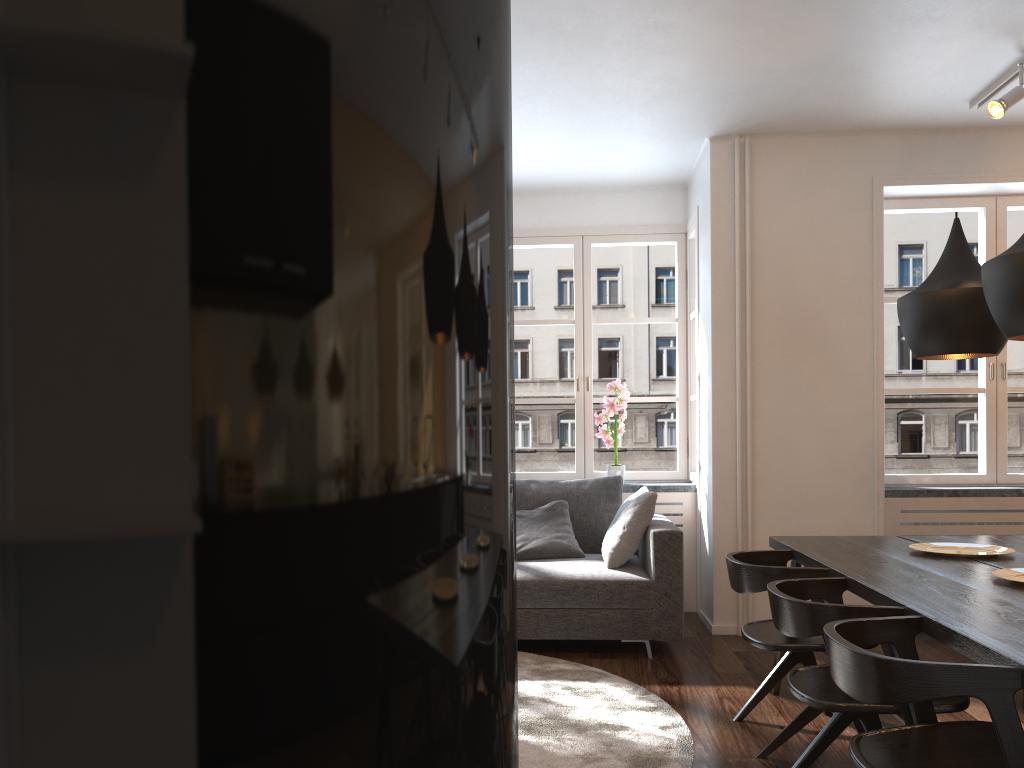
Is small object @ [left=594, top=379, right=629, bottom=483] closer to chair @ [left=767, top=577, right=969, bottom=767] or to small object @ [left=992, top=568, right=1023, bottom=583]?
chair @ [left=767, top=577, right=969, bottom=767]

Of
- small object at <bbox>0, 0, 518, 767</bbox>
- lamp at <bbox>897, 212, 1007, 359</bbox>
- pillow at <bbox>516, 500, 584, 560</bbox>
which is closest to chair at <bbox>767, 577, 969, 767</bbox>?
lamp at <bbox>897, 212, 1007, 359</bbox>

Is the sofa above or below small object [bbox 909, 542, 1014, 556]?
below

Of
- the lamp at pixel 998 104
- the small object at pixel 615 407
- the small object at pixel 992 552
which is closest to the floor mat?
the small object at pixel 992 552

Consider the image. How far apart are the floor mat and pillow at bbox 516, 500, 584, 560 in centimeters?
58cm

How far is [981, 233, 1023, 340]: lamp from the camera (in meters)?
2.55

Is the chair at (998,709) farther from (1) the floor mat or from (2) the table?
(1) the floor mat

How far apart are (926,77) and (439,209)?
4.8 meters

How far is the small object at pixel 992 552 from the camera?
3.3 meters

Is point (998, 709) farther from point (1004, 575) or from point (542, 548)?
point (542, 548)
